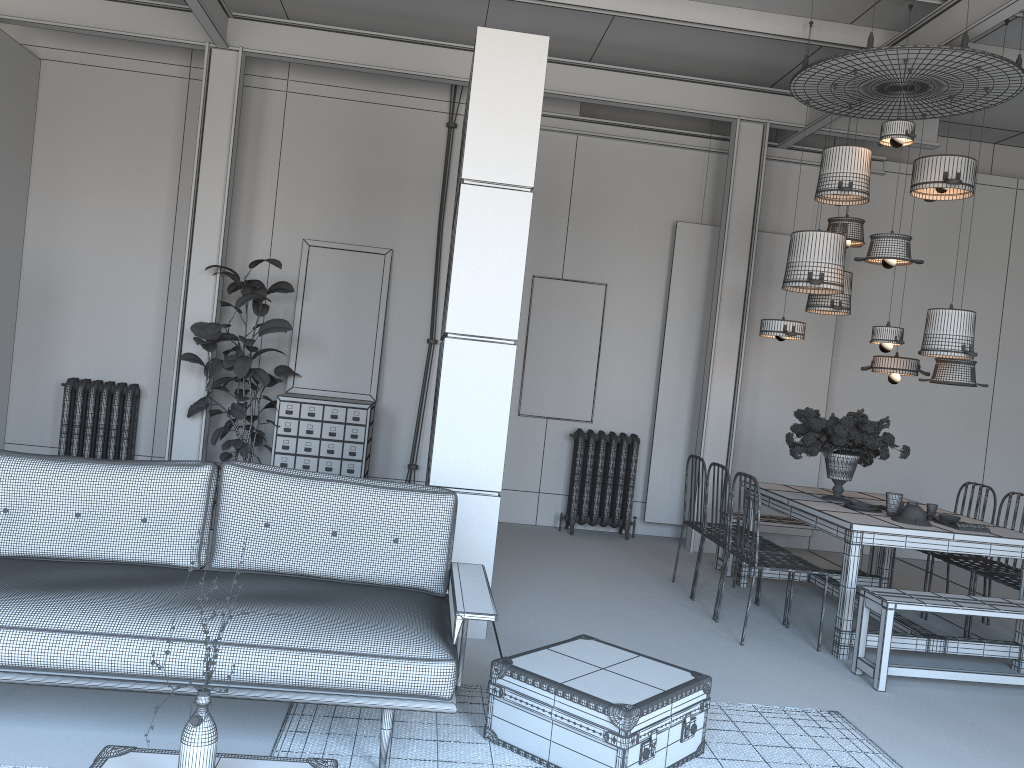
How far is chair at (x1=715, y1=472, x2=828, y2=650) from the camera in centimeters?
517cm

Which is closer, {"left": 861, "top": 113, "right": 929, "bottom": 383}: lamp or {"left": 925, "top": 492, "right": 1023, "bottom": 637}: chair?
{"left": 925, "top": 492, "right": 1023, "bottom": 637}: chair

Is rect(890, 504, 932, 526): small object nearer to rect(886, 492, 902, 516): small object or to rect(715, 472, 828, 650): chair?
rect(886, 492, 902, 516): small object

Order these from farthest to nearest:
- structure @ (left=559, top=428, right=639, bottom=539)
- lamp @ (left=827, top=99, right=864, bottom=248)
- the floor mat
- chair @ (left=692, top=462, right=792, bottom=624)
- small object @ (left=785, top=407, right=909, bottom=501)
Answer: structure @ (left=559, top=428, right=639, bottom=539), lamp @ (left=827, top=99, right=864, bottom=248), small object @ (left=785, top=407, right=909, bottom=501), chair @ (left=692, top=462, right=792, bottom=624), the floor mat

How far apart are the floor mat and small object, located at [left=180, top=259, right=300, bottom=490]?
3.89m

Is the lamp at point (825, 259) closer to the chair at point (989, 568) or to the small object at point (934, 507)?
the small object at point (934, 507)

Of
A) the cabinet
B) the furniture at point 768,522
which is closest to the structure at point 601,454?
the furniture at point 768,522

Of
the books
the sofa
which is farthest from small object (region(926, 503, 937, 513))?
the sofa

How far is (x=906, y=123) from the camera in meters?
5.5

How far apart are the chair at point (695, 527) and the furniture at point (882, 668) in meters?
1.5 m
